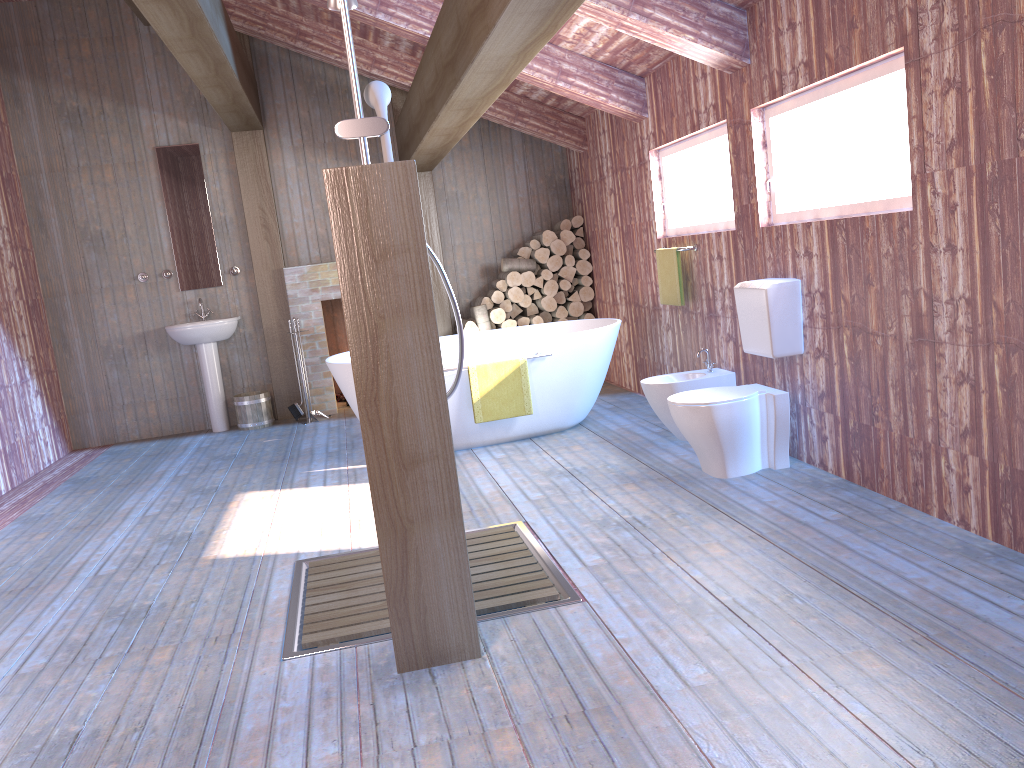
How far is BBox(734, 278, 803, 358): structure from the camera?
4.1m

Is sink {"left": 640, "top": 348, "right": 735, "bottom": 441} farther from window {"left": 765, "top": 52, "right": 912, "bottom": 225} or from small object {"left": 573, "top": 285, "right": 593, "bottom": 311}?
small object {"left": 573, "top": 285, "right": 593, "bottom": 311}

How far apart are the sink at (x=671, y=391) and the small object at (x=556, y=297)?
2.6m

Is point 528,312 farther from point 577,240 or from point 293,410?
point 293,410

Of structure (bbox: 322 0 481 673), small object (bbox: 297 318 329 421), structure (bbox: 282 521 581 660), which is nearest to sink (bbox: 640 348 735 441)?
structure (bbox: 282 521 581 660)

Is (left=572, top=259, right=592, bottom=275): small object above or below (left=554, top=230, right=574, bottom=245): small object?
below

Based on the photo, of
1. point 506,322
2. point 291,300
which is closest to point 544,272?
point 506,322

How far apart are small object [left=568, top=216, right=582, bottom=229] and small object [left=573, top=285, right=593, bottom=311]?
0.6 meters

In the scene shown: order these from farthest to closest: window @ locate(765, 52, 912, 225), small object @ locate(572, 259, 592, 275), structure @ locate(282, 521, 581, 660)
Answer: small object @ locate(572, 259, 592, 275)
window @ locate(765, 52, 912, 225)
structure @ locate(282, 521, 581, 660)

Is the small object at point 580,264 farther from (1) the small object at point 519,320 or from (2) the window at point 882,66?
(2) the window at point 882,66
